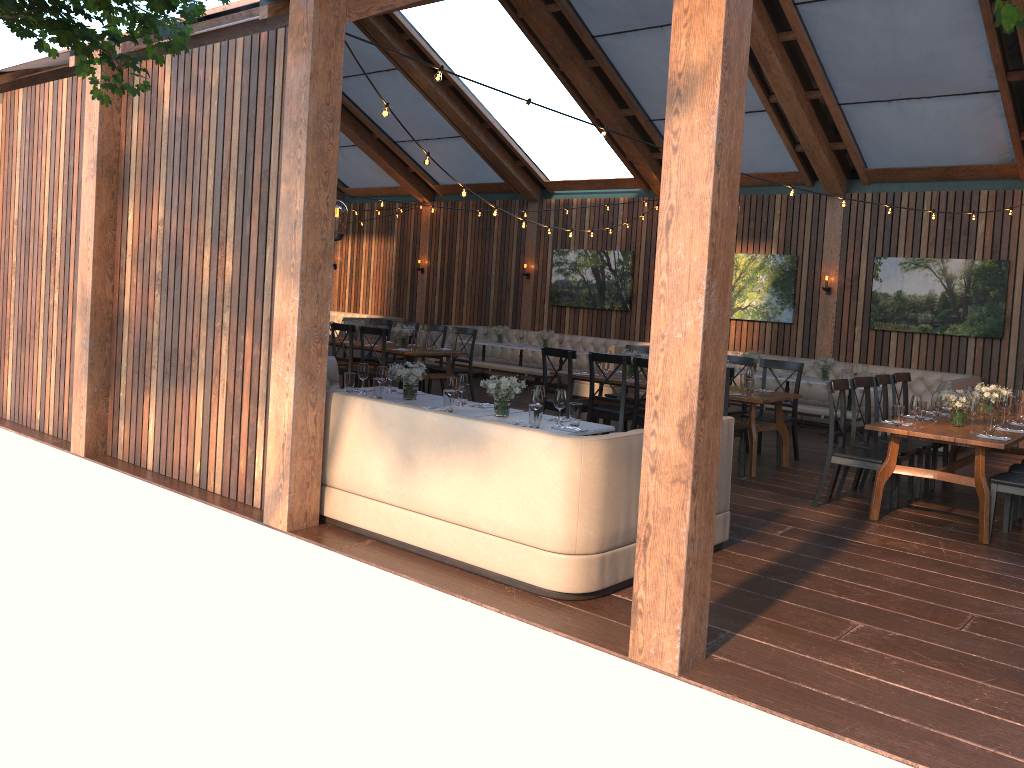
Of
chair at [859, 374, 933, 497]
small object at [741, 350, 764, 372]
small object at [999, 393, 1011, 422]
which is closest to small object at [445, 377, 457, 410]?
chair at [859, 374, 933, 497]

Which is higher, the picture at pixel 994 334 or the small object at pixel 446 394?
the picture at pixel 994 334

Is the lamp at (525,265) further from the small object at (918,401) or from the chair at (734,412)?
the small object at (918,401)

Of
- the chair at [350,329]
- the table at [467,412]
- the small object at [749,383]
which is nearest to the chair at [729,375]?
the small object at [749,383]

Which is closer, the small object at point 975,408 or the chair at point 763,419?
the small object at point 975,408

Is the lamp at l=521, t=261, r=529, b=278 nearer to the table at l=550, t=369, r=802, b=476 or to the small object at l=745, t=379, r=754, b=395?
the table at l=550, t=369, r=802, b=476

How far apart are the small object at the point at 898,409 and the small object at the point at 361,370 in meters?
4.2 m

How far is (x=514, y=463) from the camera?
4.8m

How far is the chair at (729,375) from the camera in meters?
7.8 m

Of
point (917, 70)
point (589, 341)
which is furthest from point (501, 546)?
point (589, 341)
